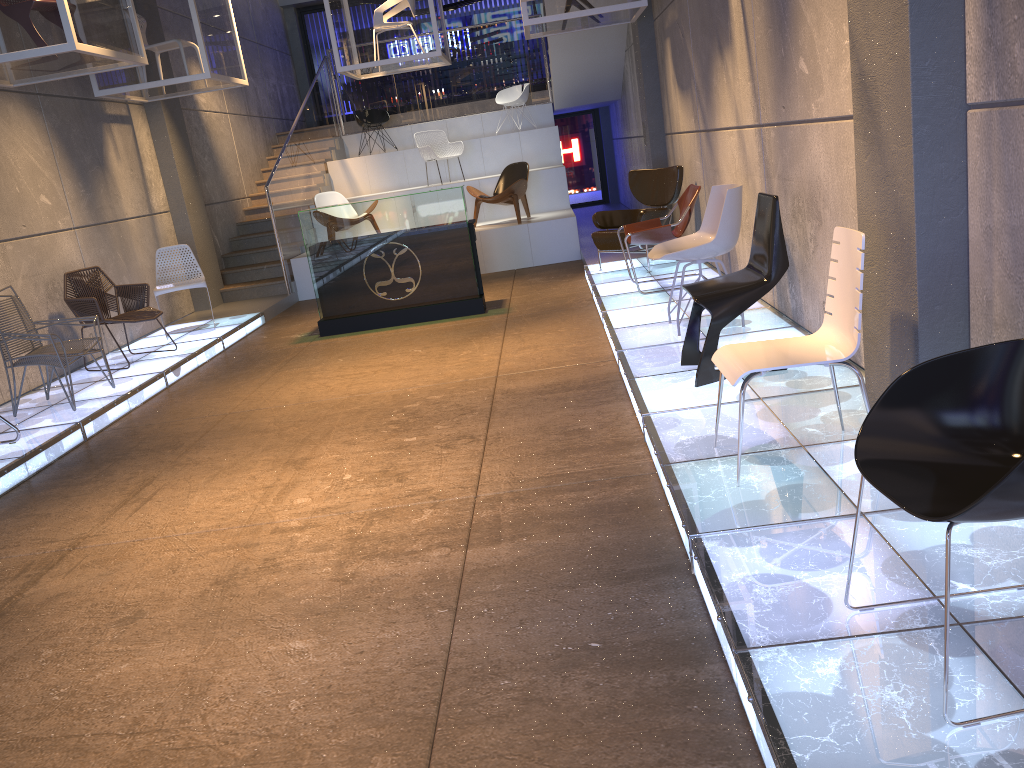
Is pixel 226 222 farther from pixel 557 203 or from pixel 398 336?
pixel 398 336

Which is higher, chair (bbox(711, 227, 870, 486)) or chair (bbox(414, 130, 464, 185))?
chair (bbox(414, 130, 464, 185))

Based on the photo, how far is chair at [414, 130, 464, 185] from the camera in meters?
13.0

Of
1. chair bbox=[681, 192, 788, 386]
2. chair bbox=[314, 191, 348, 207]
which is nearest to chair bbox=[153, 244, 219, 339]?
chair bbox=[314, 191, 348, 207]

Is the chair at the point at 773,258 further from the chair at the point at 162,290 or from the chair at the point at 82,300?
the chair at the point at 162,290

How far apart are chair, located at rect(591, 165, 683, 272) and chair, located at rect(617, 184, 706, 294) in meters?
0.5 m

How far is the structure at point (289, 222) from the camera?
11.7 meters

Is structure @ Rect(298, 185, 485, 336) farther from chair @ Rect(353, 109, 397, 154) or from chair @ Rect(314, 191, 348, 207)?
chair @ Rect(353, 109, 397, 154)

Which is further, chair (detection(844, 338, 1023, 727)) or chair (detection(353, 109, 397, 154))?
chair (detection(353, 109, 397, 154))

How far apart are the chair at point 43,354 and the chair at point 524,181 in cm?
593
